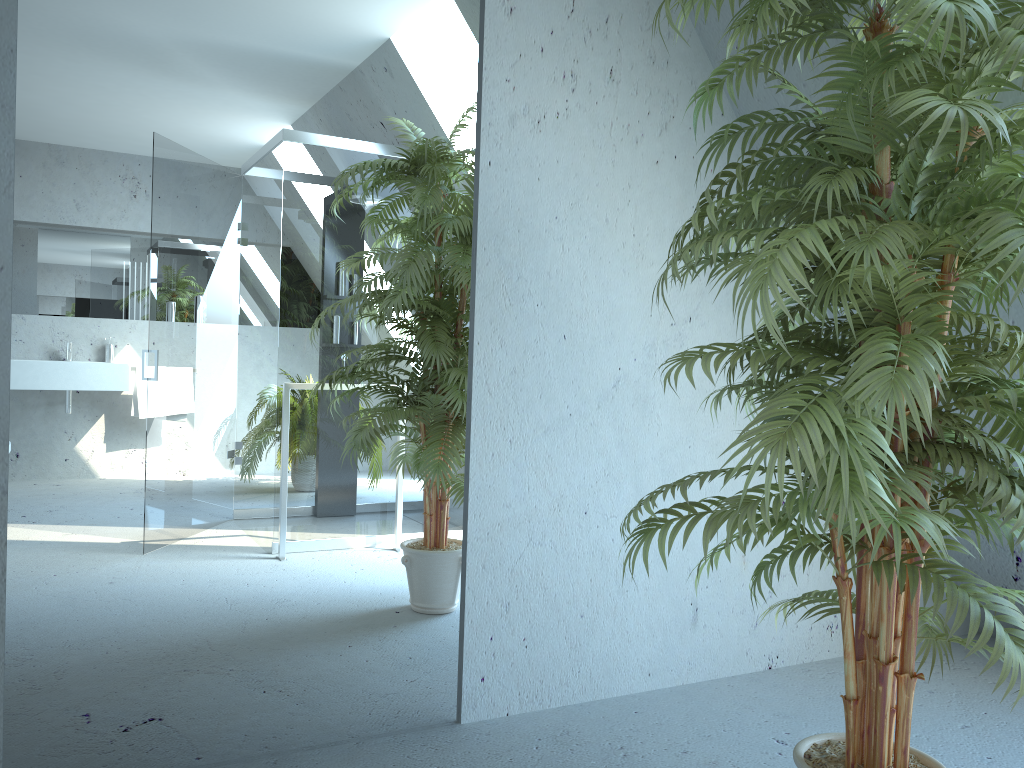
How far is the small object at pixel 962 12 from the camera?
1.32m

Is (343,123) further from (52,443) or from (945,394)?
(945,394)

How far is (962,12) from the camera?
1.3 meters

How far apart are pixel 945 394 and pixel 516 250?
1.21m

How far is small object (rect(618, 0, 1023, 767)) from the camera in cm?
132
